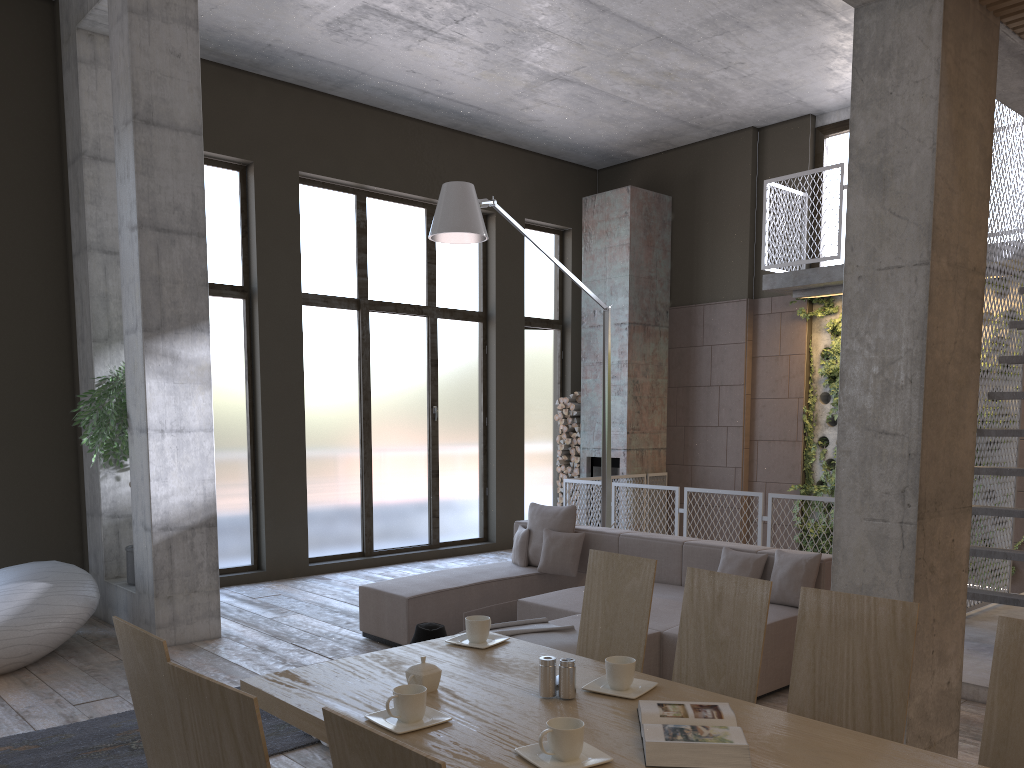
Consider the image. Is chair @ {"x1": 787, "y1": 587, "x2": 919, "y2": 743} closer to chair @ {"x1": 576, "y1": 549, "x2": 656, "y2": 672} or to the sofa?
chair @ {"x1": 576, "y1": 549, "x2": 656, "y2": 672}

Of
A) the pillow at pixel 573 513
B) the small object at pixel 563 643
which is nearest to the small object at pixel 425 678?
the small object at pixel 563 643

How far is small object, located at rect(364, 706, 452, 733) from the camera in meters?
2.2

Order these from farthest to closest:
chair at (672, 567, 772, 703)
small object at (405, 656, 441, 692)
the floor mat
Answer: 1. the floor mat
2. chair at (672, 567, 772, 703)
3. small object at (405, 656, 441, 692)

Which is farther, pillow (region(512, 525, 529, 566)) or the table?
pillow (region(512, 525, 529, 566))

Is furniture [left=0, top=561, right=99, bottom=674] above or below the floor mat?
above

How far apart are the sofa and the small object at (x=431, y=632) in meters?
1.1

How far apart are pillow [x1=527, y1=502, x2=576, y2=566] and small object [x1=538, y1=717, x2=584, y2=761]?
5.0m

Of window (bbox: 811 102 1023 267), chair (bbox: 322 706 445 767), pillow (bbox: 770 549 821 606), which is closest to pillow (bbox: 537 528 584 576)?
pillow (bbox: 770 549 821 606)

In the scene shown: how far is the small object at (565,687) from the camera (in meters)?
2.46
